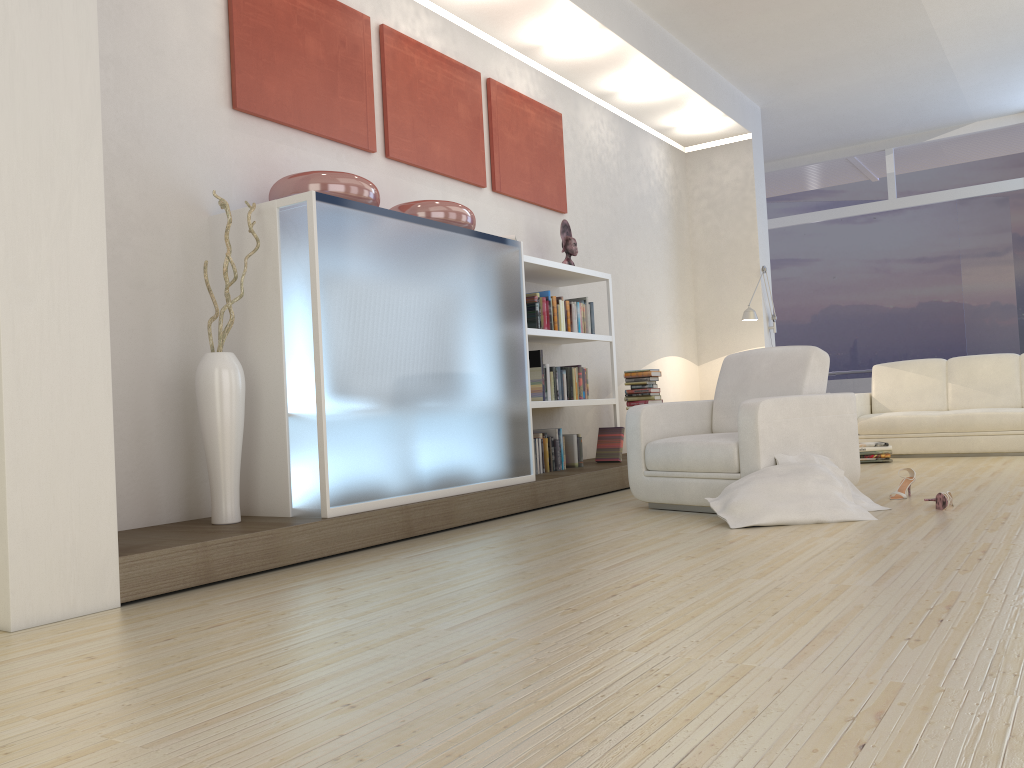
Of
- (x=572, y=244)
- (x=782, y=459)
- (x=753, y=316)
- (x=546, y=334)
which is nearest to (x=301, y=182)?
(x=546, y=334)

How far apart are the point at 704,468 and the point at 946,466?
3.0m

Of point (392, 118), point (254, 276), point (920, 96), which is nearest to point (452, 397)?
point (254, 276)

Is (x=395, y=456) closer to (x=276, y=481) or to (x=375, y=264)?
(x=276, y=481)

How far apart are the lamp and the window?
3.54m

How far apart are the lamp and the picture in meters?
2.3

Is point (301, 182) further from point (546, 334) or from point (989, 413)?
point (989, 413)

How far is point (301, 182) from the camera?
4.1 meters

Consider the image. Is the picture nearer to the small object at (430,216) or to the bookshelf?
the small object at (430,216)

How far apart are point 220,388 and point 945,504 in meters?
3.3
